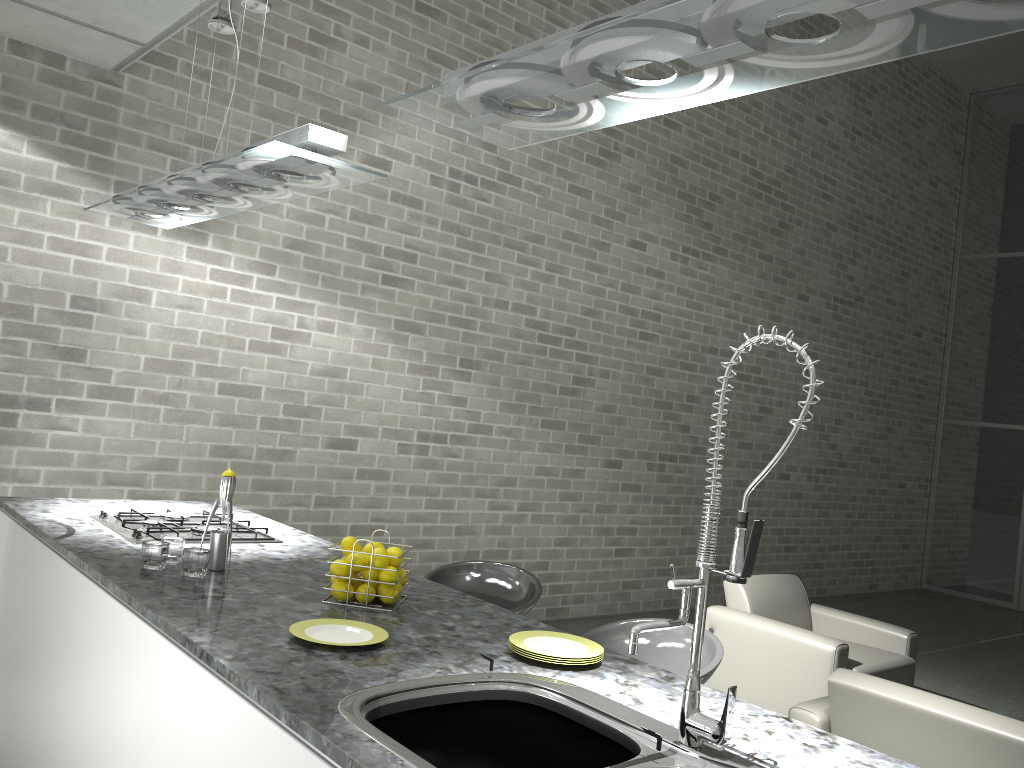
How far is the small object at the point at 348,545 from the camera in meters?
2.4 m

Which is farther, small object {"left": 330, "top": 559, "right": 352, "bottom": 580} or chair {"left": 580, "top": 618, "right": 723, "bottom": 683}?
chair {"left": 580, "top": 618, "right": 723, "bottom": 683}

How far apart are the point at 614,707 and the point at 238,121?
4.2m

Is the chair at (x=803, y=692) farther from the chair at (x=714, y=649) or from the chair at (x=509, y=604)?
the chair at (x=714, y=649)

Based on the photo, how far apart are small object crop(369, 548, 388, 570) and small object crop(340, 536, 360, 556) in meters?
0.1 m

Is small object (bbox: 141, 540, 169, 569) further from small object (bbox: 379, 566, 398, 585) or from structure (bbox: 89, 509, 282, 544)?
small object (bbox: 379, 566, 398, 585)

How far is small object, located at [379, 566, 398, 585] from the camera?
2.3 meters

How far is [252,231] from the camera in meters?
5.0 m

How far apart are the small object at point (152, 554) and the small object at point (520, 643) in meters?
1.0

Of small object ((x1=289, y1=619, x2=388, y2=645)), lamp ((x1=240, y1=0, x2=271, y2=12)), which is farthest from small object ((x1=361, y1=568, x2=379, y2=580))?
lamp ((x1=240, y1=0, x2=271, y2=12))
